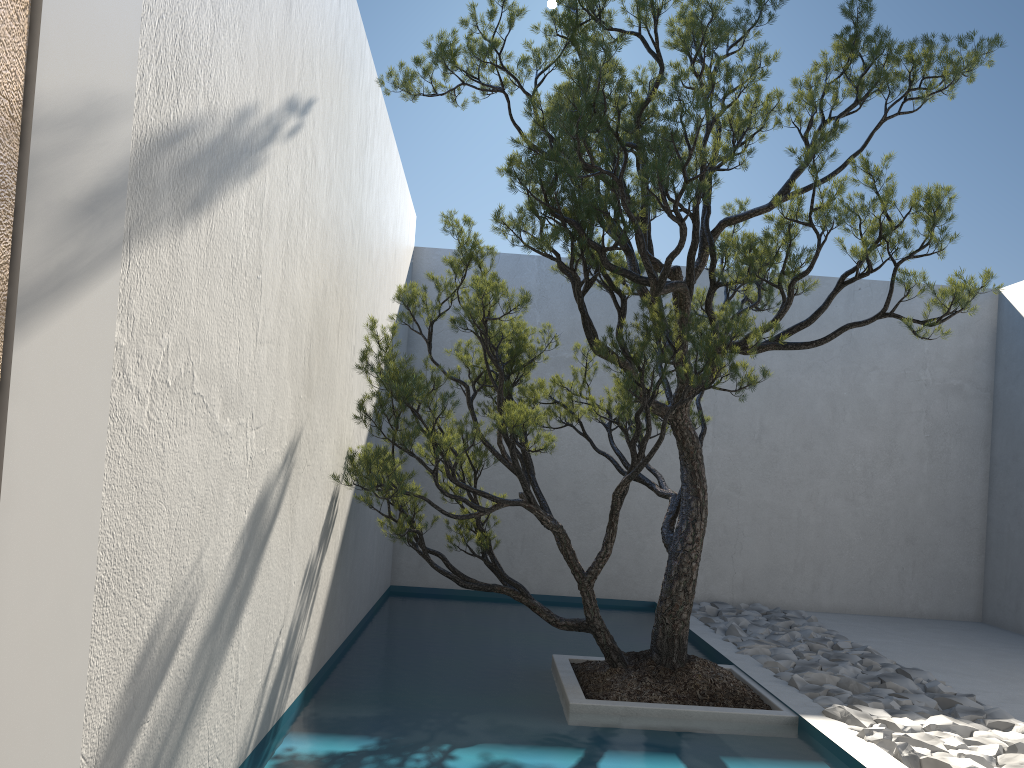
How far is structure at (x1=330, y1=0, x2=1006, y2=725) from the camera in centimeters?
323cm

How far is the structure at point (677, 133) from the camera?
3.2m

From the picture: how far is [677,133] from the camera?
3.2m
